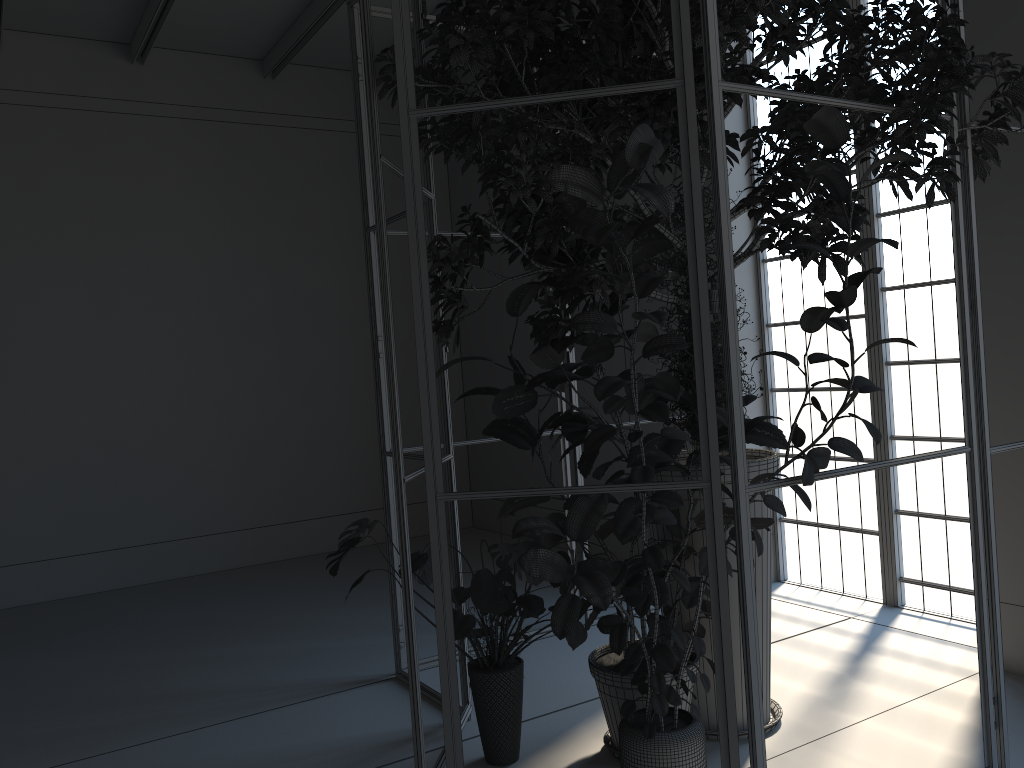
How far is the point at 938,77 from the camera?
2.83m

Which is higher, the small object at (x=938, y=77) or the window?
the small object at (x=938, y=77)

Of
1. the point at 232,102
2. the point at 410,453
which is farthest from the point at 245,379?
the point at 232,102

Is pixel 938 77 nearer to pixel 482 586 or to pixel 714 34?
pixel 714 34

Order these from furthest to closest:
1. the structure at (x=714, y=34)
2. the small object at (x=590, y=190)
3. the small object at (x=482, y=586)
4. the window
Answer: the window < the small object at (x=482, y=586) < the structure at (x=714, y=34) < the small object at (x=590, y=190)

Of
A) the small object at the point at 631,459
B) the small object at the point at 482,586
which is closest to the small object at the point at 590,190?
the small object at the point at 631,459

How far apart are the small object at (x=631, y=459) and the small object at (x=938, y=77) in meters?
0.0 m

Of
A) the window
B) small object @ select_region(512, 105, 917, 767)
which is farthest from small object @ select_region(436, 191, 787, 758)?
the window

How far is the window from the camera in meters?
4.8

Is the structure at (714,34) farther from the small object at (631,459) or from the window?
the window
